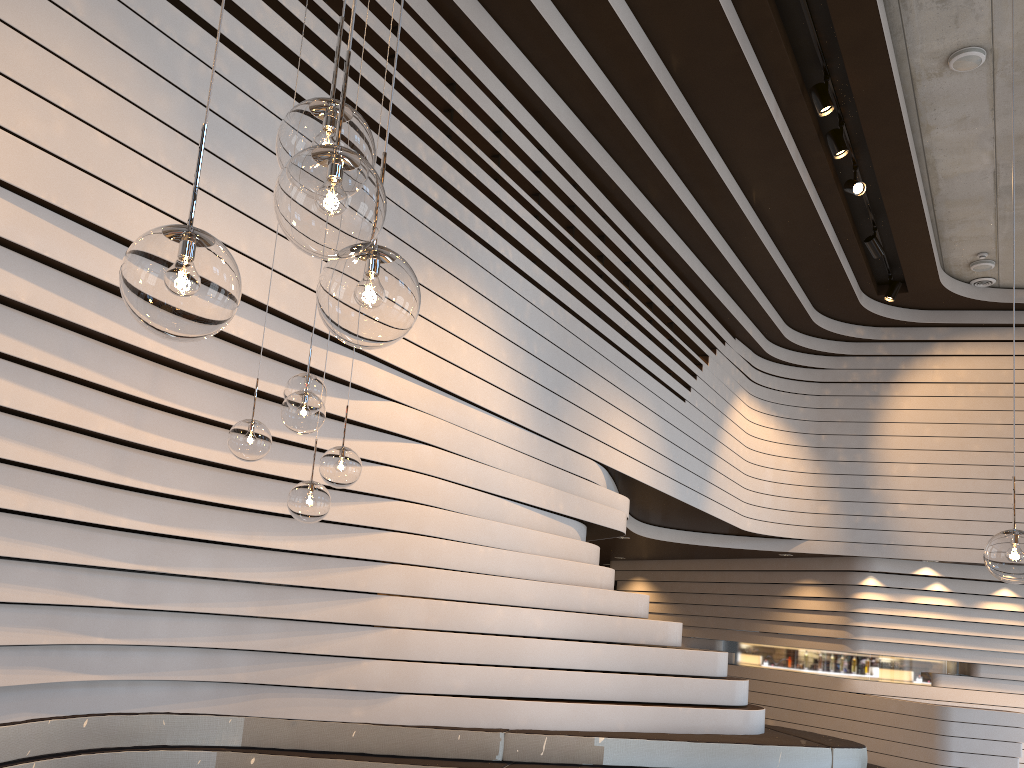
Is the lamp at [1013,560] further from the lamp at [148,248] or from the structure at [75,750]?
the structure at [75,750]

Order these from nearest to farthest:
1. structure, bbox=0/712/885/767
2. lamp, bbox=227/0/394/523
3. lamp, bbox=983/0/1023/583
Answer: lamp, bbox=983/0/1023/583 < lamp, bbox=227/0/394/523 < structure, bbox=0/712/885/767

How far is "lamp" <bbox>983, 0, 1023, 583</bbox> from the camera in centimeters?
264cm

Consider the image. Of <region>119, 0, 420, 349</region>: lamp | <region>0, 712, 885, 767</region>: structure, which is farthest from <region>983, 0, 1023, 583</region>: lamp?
<region>0, 712, 885, 767</region>: structure

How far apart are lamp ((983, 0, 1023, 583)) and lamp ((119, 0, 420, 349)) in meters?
2.1 m

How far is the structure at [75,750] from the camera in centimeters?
412cm

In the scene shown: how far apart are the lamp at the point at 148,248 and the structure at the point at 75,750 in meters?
3.3

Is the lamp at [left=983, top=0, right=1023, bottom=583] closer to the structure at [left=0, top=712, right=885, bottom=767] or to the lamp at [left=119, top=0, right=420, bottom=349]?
the lamp at [left=119, top=0, right=420, bottom=349]

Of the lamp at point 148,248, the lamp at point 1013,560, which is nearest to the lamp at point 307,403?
the lamp at point 148,248

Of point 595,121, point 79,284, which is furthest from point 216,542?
point 595,121
